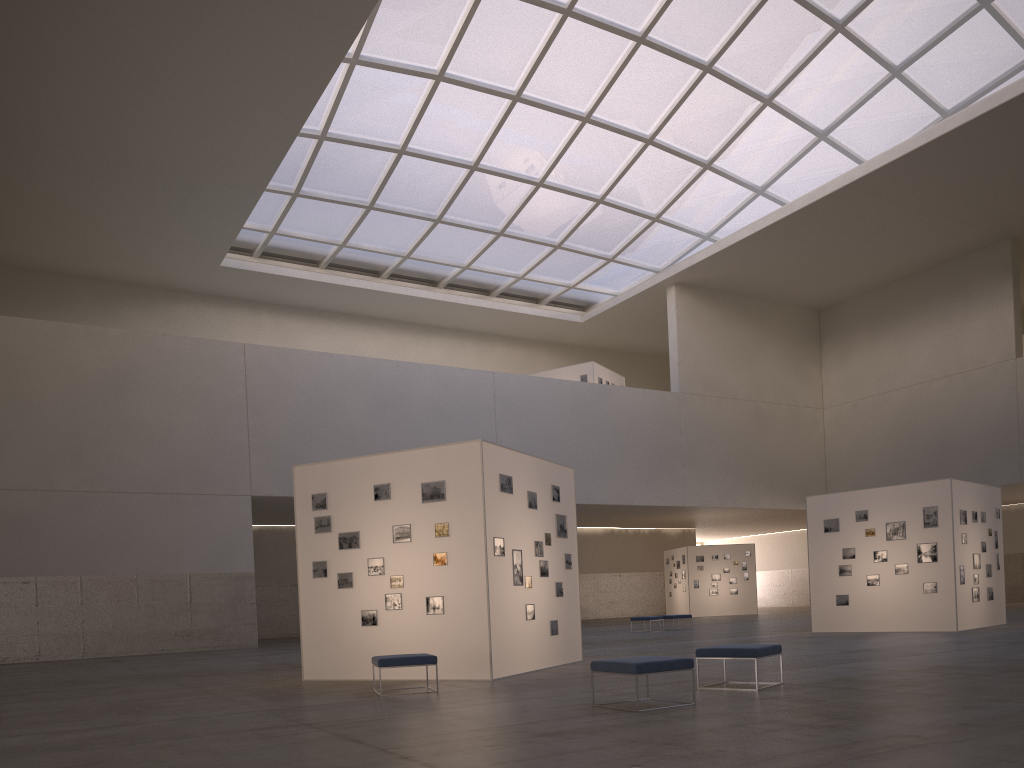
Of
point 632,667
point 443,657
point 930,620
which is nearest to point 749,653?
point 632,667

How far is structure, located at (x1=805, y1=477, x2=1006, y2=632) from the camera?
25.5m

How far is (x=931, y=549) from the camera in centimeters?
2574cm

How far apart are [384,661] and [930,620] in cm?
1875

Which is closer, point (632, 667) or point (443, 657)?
point (632, 667)

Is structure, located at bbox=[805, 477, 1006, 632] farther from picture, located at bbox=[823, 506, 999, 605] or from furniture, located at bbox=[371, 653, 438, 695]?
furniture, located at bbox=[371, 653, 438, 695]

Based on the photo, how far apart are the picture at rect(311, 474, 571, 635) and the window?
25.1m

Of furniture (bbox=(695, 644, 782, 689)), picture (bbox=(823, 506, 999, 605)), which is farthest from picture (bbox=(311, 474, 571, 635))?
picture (bbox=(823, 506, 999, 605))

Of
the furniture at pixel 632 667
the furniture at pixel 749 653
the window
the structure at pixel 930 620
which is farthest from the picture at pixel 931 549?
the window

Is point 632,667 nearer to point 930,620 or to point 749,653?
point 749,653
